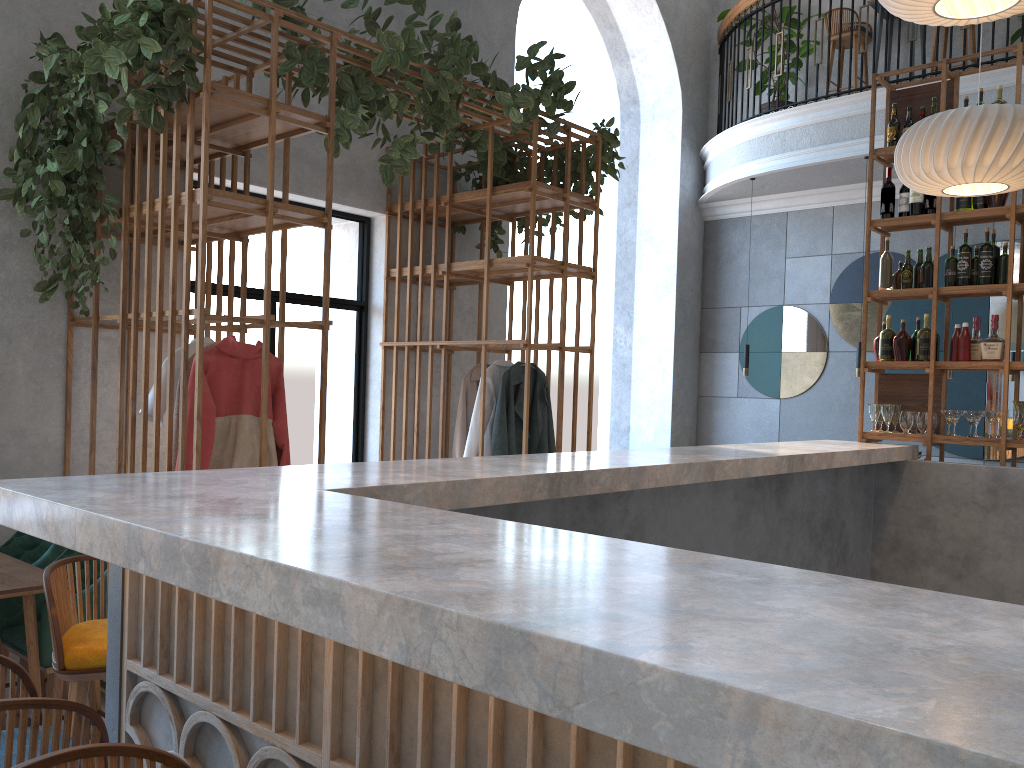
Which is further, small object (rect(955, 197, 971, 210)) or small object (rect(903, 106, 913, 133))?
small object (rect(903, 106, 913, 133))

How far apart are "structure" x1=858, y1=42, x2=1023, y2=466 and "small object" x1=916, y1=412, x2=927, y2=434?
0.1m

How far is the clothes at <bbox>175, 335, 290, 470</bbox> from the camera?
3.9m

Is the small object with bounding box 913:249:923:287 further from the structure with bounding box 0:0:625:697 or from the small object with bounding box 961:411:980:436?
the structure with bounding box 0:0:625:697

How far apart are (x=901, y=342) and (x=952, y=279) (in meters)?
0.45

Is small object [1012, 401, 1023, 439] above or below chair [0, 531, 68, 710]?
above

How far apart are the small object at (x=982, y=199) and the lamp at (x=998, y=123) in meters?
0.3 m

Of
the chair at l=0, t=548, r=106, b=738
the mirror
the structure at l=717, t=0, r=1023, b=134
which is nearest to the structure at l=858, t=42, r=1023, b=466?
the structure at l=717, t=0, r=1023, b=134

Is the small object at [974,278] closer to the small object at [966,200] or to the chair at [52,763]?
the small object at [966,200]

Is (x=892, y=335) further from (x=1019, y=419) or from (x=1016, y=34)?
(x=1016, y=34)
